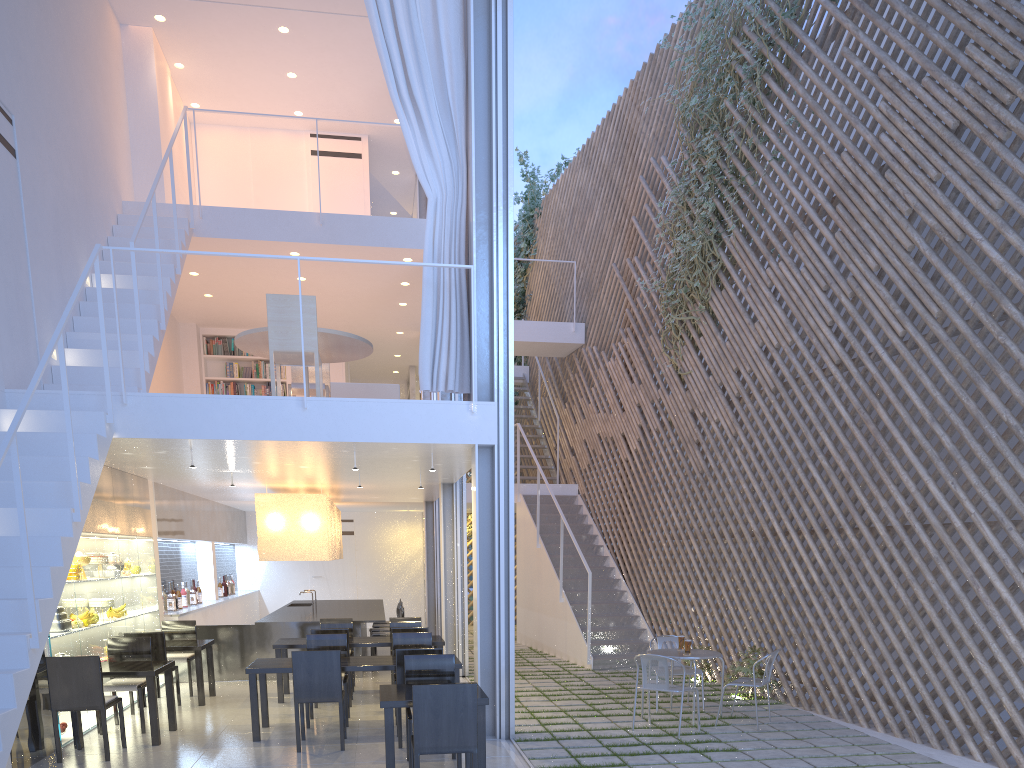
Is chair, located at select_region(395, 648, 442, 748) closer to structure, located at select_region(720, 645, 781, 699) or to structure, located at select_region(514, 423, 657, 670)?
structure, located at select_region(720, 645, 781, 699)

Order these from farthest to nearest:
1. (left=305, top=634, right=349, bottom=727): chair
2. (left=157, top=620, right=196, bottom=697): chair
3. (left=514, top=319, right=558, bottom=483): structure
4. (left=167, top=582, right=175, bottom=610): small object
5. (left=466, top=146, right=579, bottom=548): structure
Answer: (left=466, top=146, right=579, bottom=548): structure < (left=514, top=319, right=558, bottom=483): structure < (left=167, top=582, right=175, bottom=610): small object < (left=157, top=620, right=196, bottom=697): chair < (left=305, top=634, right=349, bottom=727): chair

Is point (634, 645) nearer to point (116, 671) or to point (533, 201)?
point (116, 671)

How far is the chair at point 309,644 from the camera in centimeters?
380cm

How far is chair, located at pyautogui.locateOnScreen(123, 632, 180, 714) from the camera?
3.96m

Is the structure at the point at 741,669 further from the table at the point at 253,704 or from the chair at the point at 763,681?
the table at the point at 253,704

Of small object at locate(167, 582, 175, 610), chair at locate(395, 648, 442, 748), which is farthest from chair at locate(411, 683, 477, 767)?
small object at locate(167, 582, 175, 610)

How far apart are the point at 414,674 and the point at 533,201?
7.0 meters

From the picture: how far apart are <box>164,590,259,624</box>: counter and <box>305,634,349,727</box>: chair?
1.7 meters

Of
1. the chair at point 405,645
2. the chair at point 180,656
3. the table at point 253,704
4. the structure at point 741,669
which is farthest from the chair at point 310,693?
the structure at point 741,669
